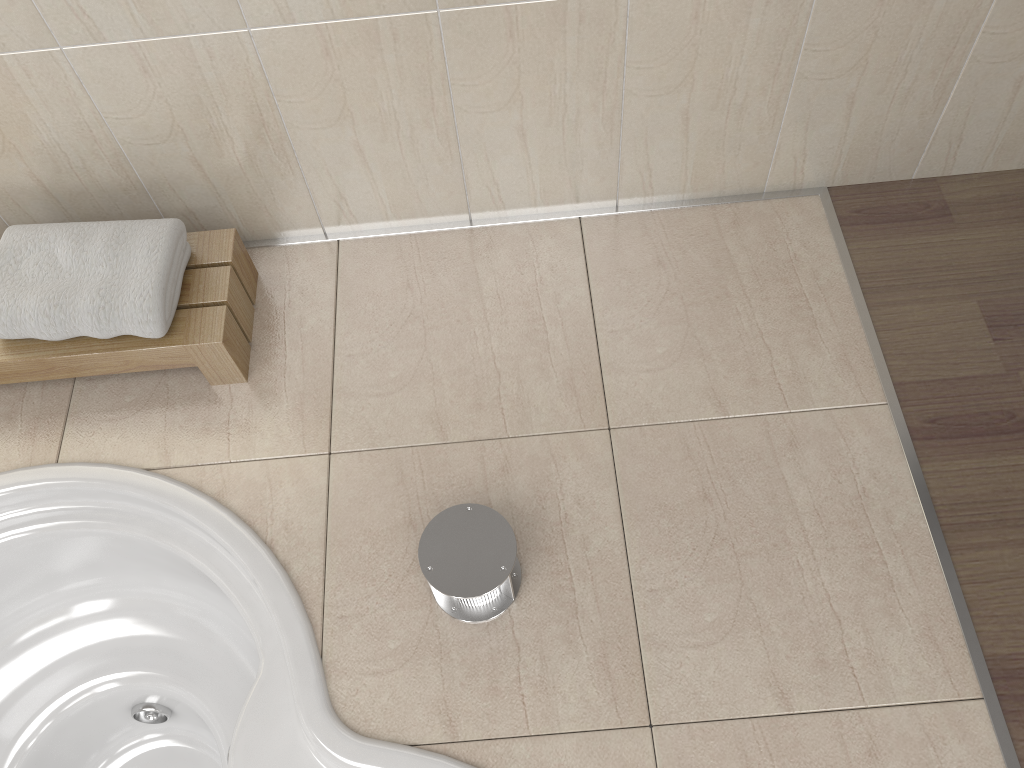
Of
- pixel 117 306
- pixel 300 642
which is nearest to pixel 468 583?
pixel 300 642

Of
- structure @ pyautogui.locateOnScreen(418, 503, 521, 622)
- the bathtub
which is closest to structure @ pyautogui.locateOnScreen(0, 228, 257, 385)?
the bathtub

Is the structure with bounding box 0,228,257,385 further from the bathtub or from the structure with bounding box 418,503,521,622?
the structure with bounding box 418,503,521,622

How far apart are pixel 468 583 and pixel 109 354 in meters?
0.8

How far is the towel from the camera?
1.51m

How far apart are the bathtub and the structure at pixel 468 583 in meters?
0.2

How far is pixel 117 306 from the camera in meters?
1.5

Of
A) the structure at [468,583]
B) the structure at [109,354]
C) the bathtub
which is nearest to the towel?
the structure at [109,354]

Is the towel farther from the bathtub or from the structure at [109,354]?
the bathtub

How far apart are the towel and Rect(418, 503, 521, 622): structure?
0.59m
